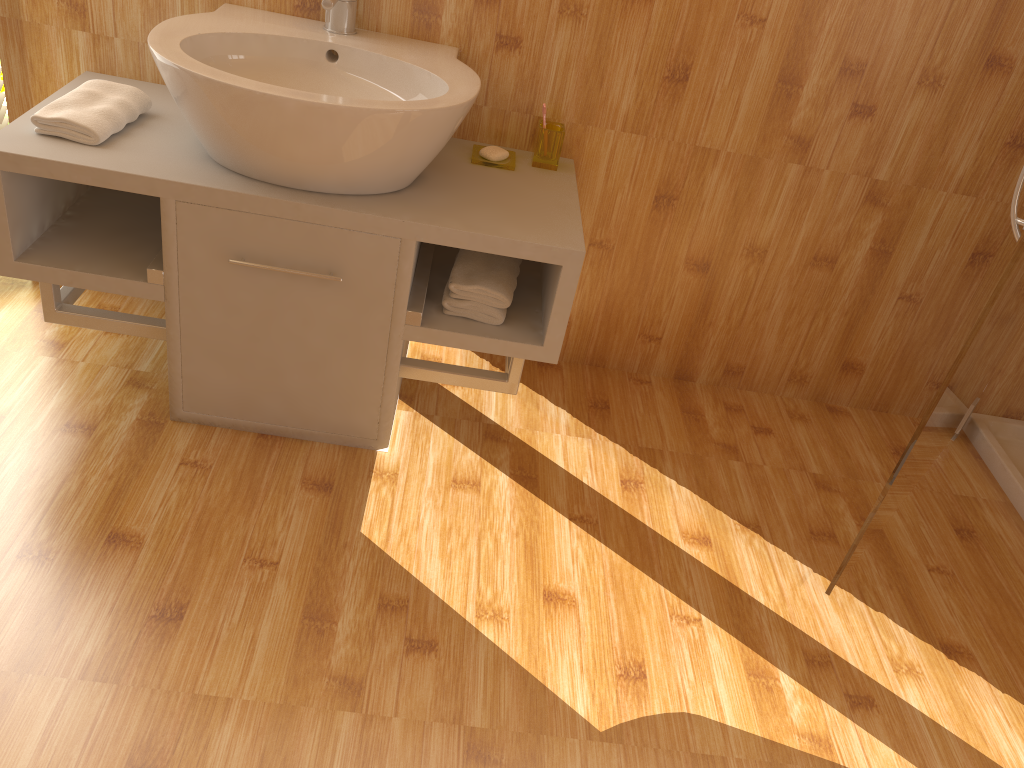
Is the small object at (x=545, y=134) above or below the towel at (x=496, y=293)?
above

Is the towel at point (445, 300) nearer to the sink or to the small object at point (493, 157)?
the sink

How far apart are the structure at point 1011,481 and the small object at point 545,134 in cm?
143

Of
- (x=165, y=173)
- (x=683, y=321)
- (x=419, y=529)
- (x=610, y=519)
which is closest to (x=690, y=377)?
(x=683, y=321)

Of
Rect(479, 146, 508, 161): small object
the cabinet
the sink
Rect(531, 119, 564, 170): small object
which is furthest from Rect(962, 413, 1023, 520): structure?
the sink

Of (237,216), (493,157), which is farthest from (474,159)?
(237,216)

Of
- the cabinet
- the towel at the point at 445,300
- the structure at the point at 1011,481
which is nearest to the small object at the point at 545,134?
the cabinet

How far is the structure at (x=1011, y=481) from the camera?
2.3m

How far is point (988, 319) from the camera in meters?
1.5 m

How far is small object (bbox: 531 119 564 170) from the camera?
2.0 meters
